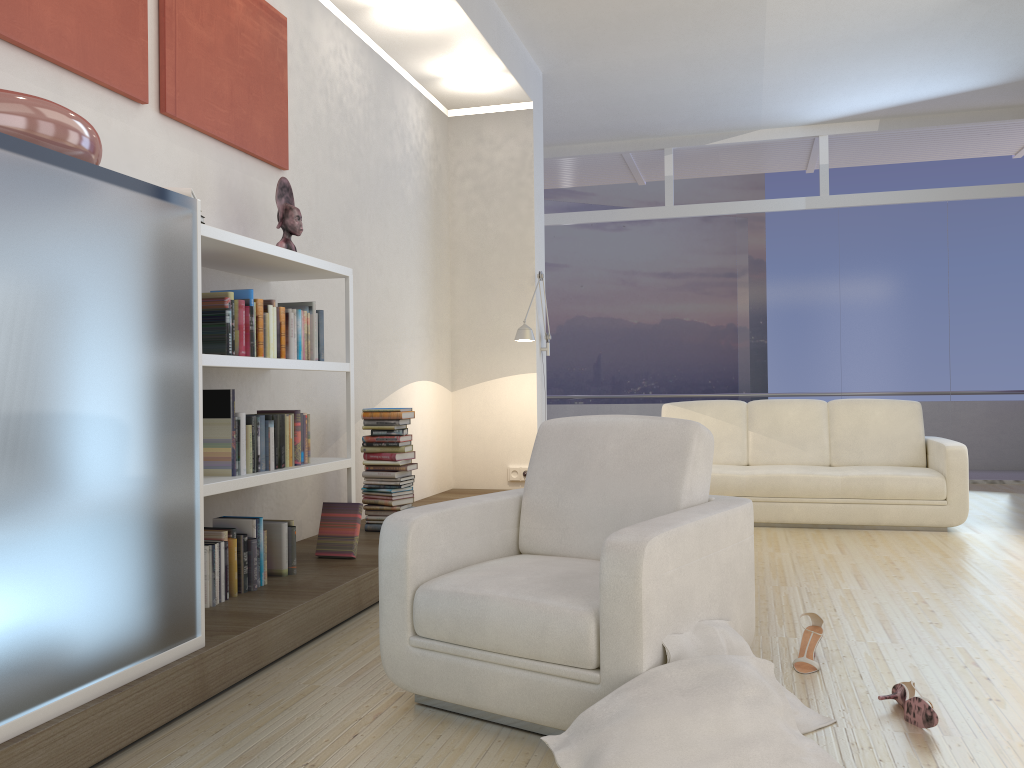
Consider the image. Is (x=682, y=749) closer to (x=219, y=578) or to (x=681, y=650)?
(x=681, y=650)

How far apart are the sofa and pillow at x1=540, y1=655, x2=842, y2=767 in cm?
375

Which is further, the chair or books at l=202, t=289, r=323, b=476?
books at l=202, t=289, r=323, b=476

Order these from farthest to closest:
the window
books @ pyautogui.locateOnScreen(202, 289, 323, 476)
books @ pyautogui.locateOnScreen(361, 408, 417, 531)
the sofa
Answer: the window < the sofa < books @ pyautogui.locateOnScreen(361, 408, 417, 531) < books @ pyautogui.locateOnScreen(202, 289, 323, 476)

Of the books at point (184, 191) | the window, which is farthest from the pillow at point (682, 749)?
the window

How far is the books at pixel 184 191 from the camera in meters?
3.1 m

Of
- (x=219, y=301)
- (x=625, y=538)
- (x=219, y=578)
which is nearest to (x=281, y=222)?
(x=219, y=301)

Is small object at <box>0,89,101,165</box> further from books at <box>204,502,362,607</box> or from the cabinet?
books at <box>204,502,362,607</box>

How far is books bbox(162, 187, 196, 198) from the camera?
3.15m

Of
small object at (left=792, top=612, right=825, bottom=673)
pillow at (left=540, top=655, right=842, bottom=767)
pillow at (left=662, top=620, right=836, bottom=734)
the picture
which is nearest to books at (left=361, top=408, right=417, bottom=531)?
the picture
